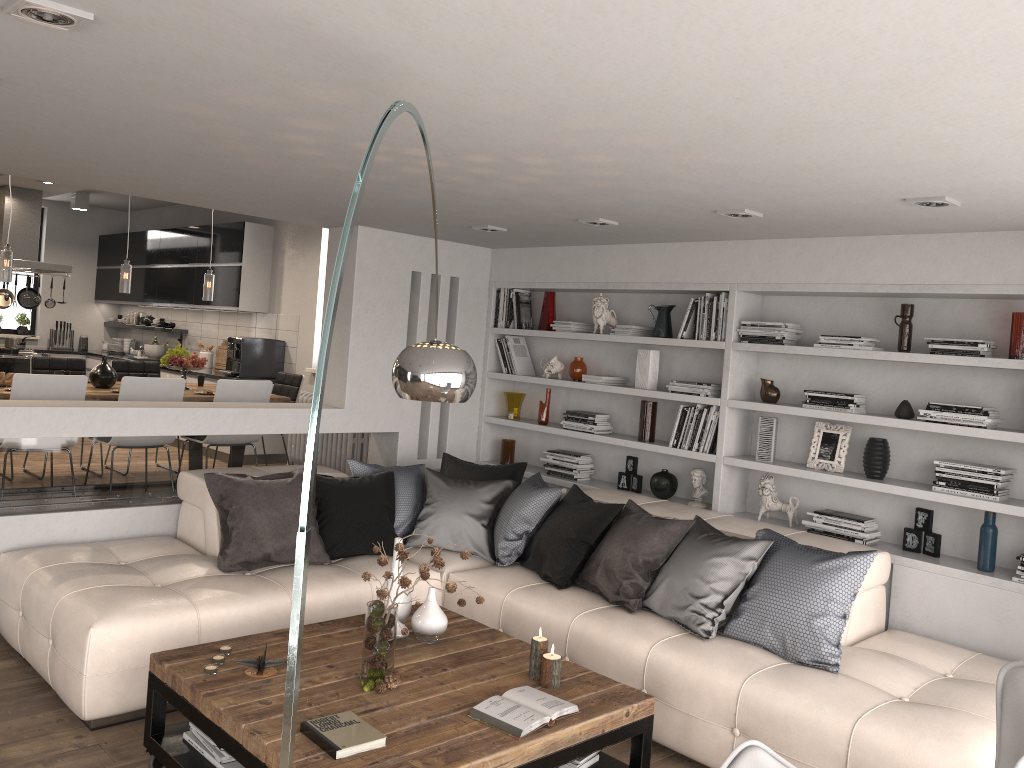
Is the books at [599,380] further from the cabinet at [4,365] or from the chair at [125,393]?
the cabinet at [4,365]

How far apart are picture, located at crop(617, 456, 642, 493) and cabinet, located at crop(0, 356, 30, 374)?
6.1m

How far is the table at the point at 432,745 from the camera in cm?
280

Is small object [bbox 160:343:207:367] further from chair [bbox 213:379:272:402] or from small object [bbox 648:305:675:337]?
small object [bbox 648:305:675:337]

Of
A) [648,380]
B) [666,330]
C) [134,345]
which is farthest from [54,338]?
[666,330]

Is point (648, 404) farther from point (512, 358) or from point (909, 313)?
point (909, 313)

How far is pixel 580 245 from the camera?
6.1m

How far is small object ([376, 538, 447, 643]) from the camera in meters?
3.7

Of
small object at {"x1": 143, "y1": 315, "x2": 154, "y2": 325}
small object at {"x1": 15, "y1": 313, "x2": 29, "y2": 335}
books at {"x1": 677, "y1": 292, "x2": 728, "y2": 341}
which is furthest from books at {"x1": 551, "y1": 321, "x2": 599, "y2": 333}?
small object at {"x1": 15, "y1": 313, "x2": 29, "y2": 335}

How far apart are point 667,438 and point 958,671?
2.42m
